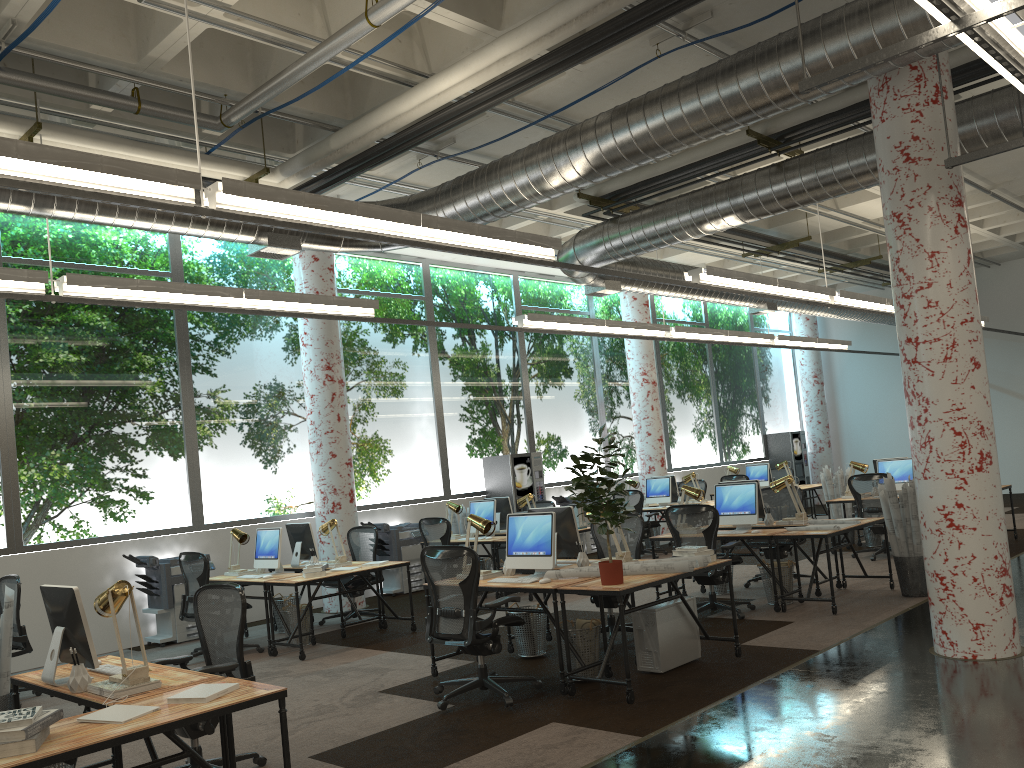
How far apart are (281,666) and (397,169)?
5.3m

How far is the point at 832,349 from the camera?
17.7m

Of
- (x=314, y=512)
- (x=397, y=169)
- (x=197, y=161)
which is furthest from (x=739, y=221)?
(x=314, y=512)

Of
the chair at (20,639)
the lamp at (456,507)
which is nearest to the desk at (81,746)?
the chair at (20,639)

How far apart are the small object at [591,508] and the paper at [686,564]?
0.36m

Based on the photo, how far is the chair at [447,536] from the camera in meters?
10.7

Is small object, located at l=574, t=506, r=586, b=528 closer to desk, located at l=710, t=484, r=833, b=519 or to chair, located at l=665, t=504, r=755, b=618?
chair, located at l=665, t=504, r=755, b=618

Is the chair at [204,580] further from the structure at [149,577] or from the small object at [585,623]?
the small object at [585,623]

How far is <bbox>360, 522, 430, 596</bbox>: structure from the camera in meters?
12.0 m

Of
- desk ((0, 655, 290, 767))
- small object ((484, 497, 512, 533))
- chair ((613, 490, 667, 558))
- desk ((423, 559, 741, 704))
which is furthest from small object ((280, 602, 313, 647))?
chair ((613, 490, 667, 558))
